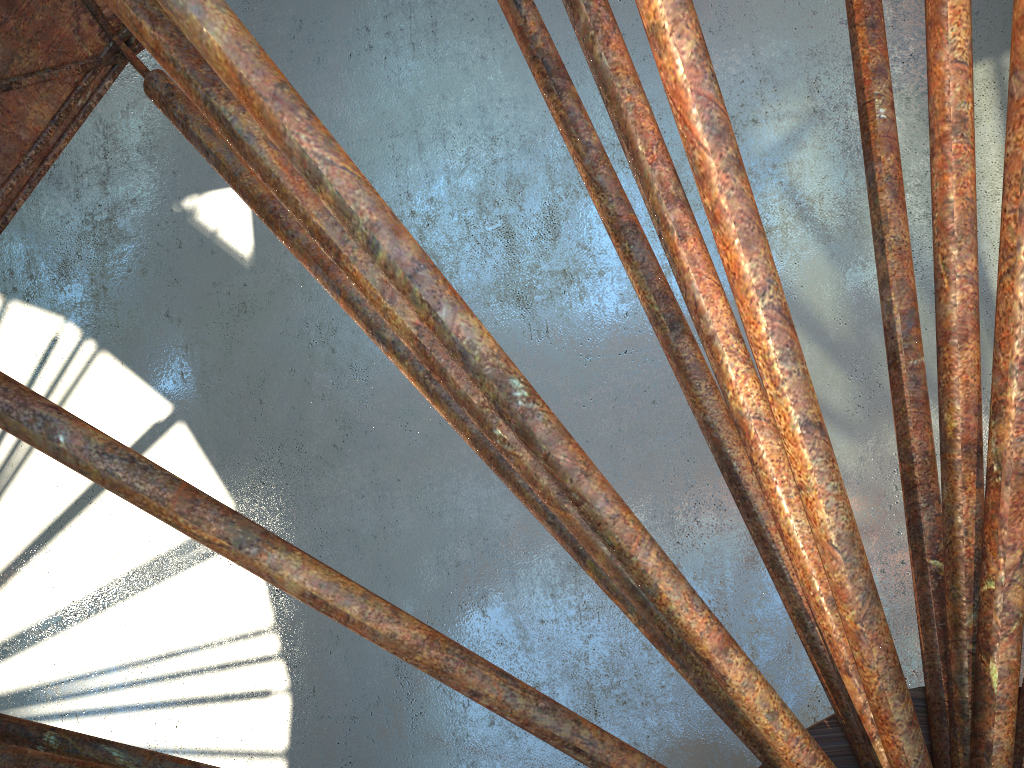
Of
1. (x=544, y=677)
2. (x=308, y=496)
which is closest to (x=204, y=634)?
(x=308, y=496)

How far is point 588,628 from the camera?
18.16m

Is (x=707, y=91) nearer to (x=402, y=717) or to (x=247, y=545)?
(x=247, y=545)
